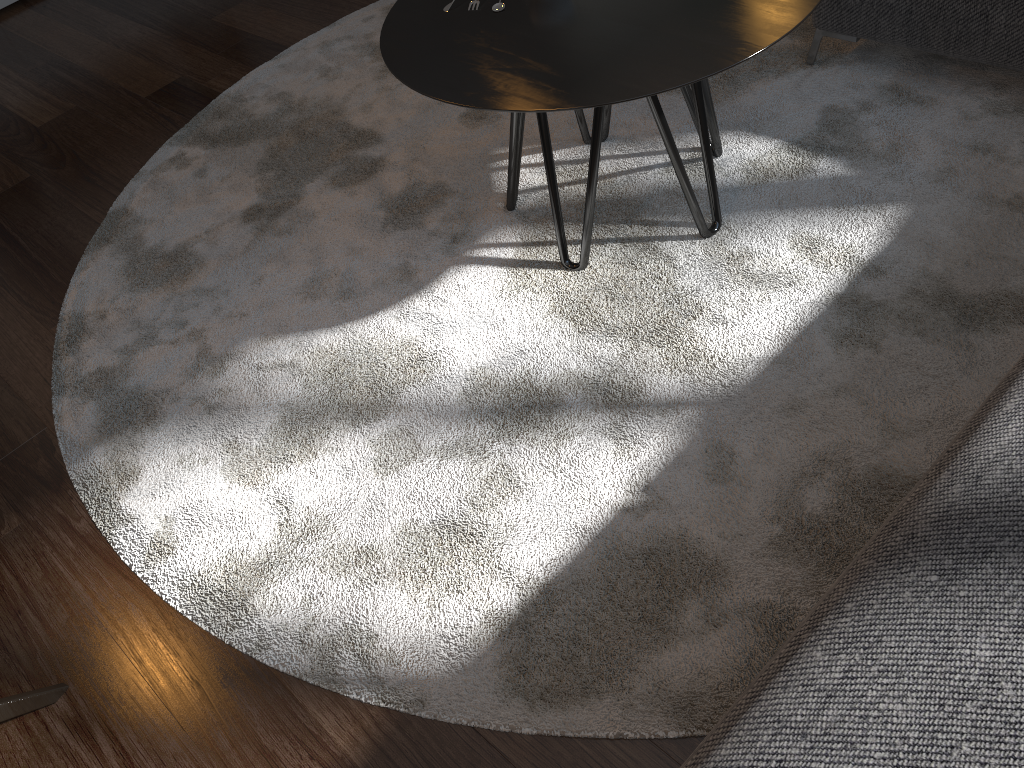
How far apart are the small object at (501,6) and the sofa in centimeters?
90cm

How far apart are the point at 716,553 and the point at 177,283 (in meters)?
1.48

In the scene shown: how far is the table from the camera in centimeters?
147cm

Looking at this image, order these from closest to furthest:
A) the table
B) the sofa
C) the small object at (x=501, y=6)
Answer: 1. the sofa
2. the table
3. the small object at (x=501, y=6)

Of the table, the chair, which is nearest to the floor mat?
the table

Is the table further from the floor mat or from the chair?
the chair

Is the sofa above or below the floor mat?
above

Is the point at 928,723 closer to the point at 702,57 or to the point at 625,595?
the point at 625,595

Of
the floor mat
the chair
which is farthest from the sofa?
the chair

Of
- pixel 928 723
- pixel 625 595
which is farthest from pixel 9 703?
pixel 928 723
